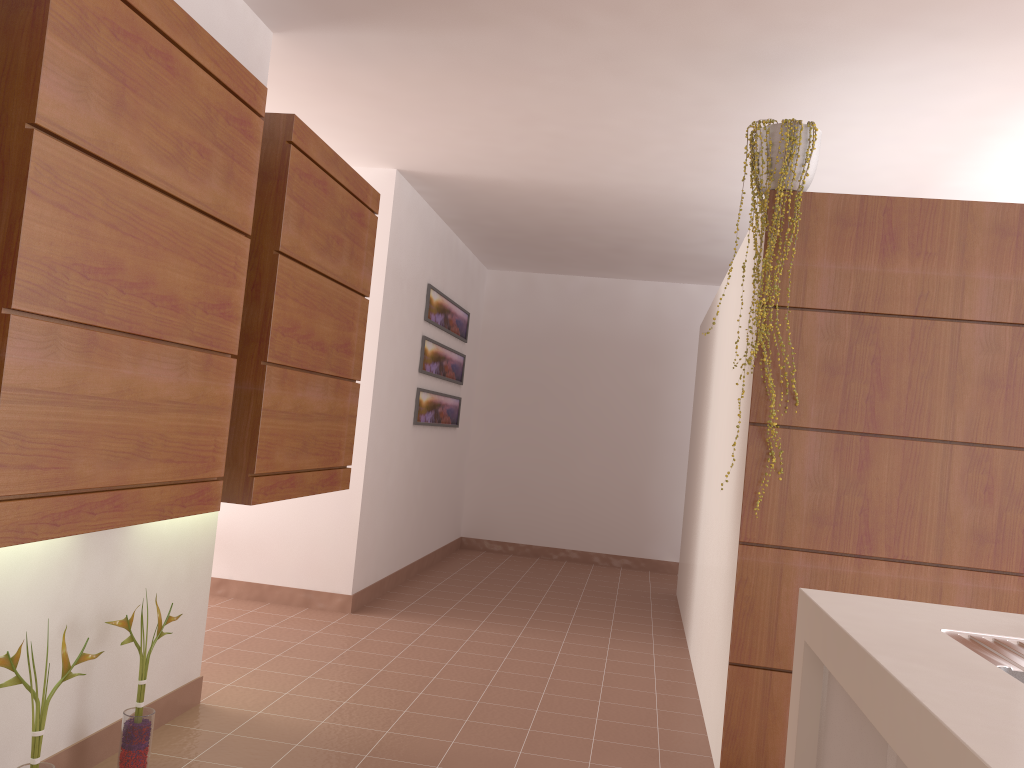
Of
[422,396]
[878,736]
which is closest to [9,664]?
[878,736]

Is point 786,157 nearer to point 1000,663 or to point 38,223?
point 1000,663

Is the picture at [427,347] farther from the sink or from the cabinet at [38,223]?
the sink

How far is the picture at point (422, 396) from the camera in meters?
6.0 m

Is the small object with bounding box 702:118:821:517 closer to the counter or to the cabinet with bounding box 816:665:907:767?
the counter

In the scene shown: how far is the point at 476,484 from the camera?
7.9m

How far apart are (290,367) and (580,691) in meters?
2.0

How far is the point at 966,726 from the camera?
1.09m

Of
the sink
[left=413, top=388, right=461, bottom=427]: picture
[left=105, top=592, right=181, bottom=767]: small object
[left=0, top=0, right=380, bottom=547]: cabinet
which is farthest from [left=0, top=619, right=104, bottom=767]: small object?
[left=413, top=388, right=461, bottom=427]: picture

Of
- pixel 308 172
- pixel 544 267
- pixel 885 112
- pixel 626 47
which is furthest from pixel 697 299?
pixel 308 172
